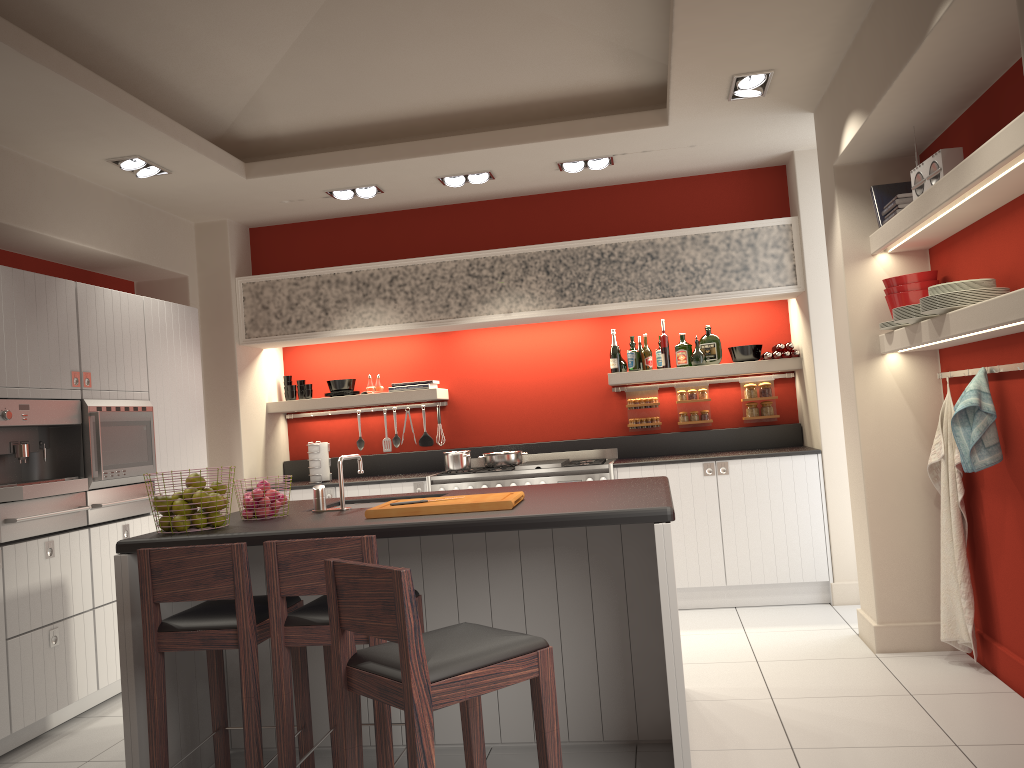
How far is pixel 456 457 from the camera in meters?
6.3 m

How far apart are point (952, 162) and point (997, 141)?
0.8 meters

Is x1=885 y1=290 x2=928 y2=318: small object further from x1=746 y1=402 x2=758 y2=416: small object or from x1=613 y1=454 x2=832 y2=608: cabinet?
x1=746 y1=402 x2=758 y2=416: small object

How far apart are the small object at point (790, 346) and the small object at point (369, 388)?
3.14m

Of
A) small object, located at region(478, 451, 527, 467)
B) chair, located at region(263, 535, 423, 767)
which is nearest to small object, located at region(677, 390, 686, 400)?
small object, located at region(478, 451, 527, 467)

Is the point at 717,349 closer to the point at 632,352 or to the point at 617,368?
the point at 632,352

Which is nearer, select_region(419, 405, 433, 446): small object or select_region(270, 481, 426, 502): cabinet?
select_region(270, 481, 426, 502): cabinet

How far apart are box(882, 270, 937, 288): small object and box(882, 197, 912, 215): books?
0.34m

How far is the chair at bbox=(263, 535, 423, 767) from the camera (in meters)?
2.87

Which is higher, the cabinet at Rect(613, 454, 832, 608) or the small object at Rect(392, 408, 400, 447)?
the small object at Rect(392, 408, 400, 447)
